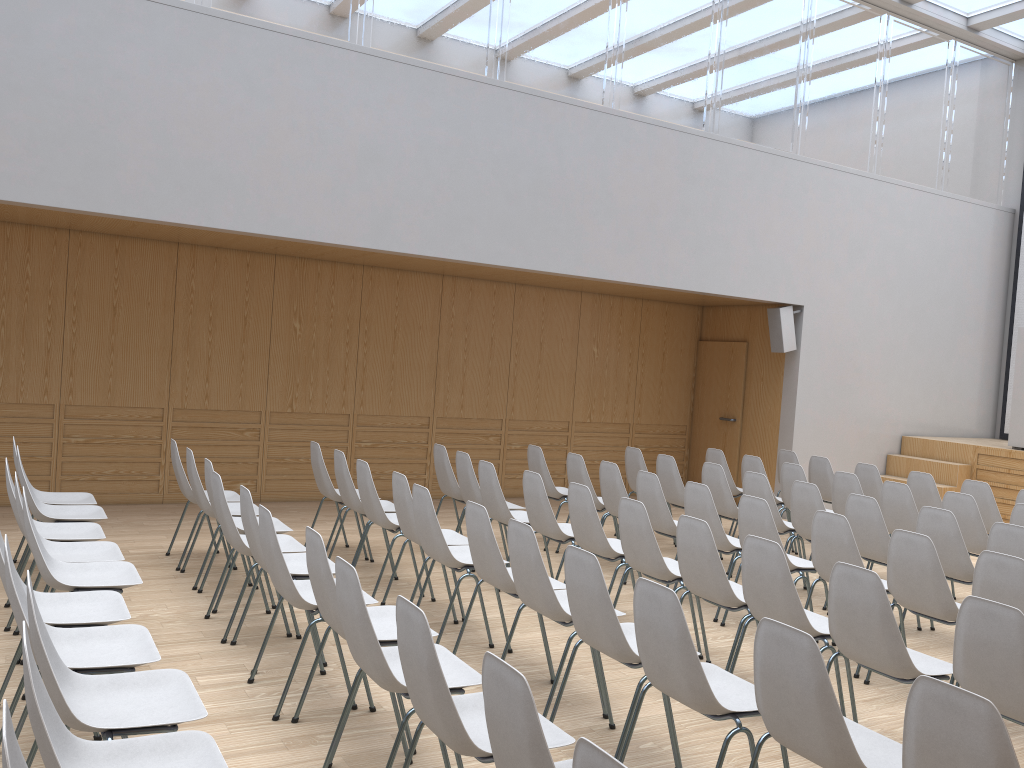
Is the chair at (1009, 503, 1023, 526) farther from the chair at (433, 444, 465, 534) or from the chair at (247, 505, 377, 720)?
the chair at (247, 505, 377, 720)

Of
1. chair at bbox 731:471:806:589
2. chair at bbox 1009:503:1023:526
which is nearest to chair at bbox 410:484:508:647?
chair at bbox 731:471:806:589

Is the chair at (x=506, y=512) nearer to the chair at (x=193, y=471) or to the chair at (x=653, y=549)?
the chair at (x=653, y=549)

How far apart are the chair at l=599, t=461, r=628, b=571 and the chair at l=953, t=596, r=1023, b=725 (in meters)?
3.47

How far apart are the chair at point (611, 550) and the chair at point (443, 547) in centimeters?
72cm

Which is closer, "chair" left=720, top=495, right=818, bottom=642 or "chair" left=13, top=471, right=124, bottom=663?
"chair" left=13, top=471, right=124, bottom=663

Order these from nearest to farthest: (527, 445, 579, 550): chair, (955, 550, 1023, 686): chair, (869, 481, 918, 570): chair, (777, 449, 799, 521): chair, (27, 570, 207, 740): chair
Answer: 1. (27, 570, 207, 740): chair
2. (955, 550, 1023, 686): chair
3. (869, 481, 918, 570): chair
4. (527, 445, 579, 550): chair
5. (777, 449, 799, 521): chair

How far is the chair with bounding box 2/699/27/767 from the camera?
1.57m

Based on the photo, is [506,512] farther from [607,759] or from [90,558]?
[607,759]

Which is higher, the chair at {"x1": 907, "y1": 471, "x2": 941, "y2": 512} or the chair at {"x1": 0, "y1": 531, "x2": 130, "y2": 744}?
the chair at {"x1": 907, "y1": 471, "x2": 941, "y2": 512}
